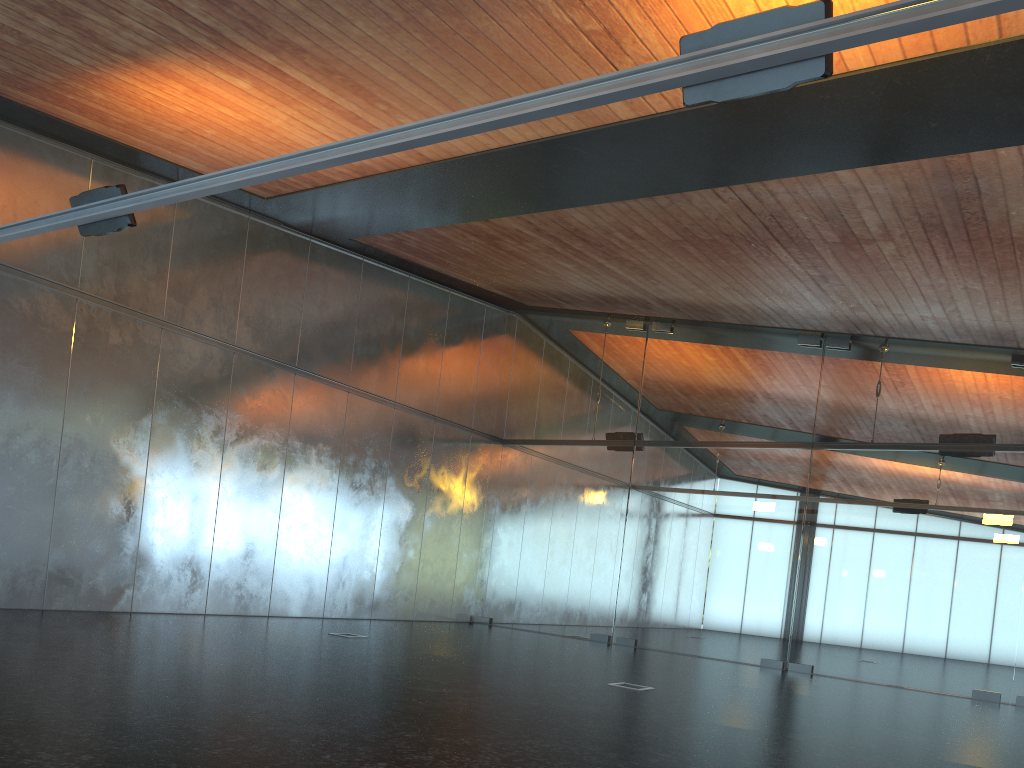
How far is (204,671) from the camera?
7.0 meters
